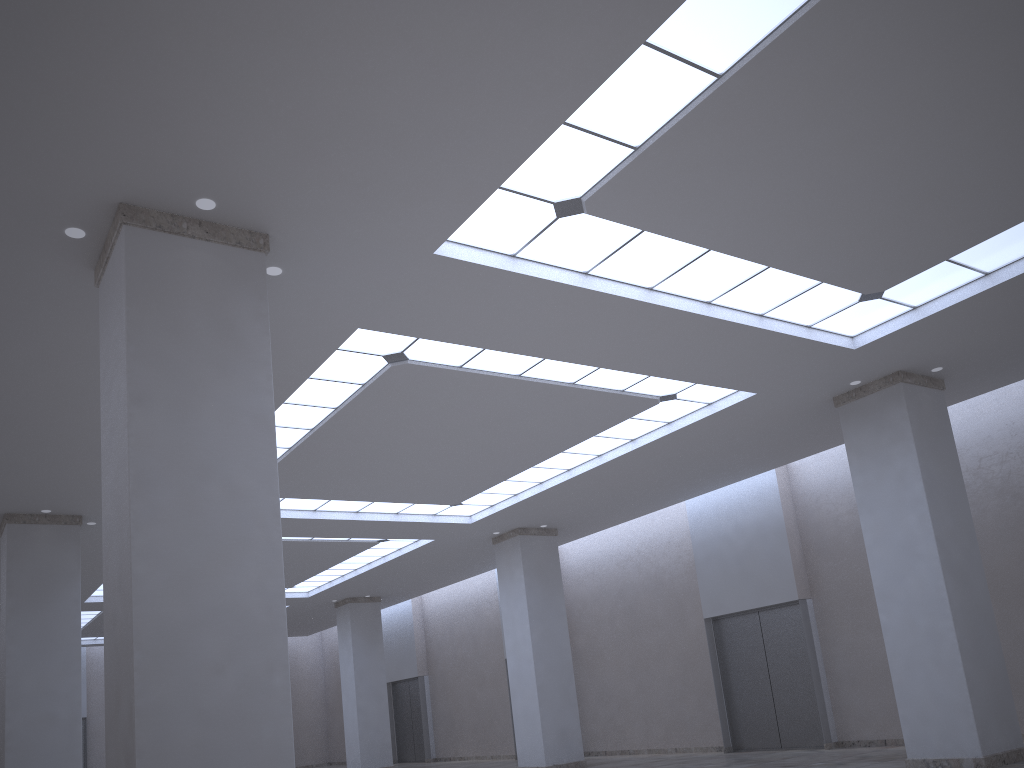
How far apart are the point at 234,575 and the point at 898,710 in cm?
2986

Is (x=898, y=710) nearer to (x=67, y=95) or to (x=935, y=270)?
(x=935, y=270)

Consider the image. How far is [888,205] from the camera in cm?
2641
